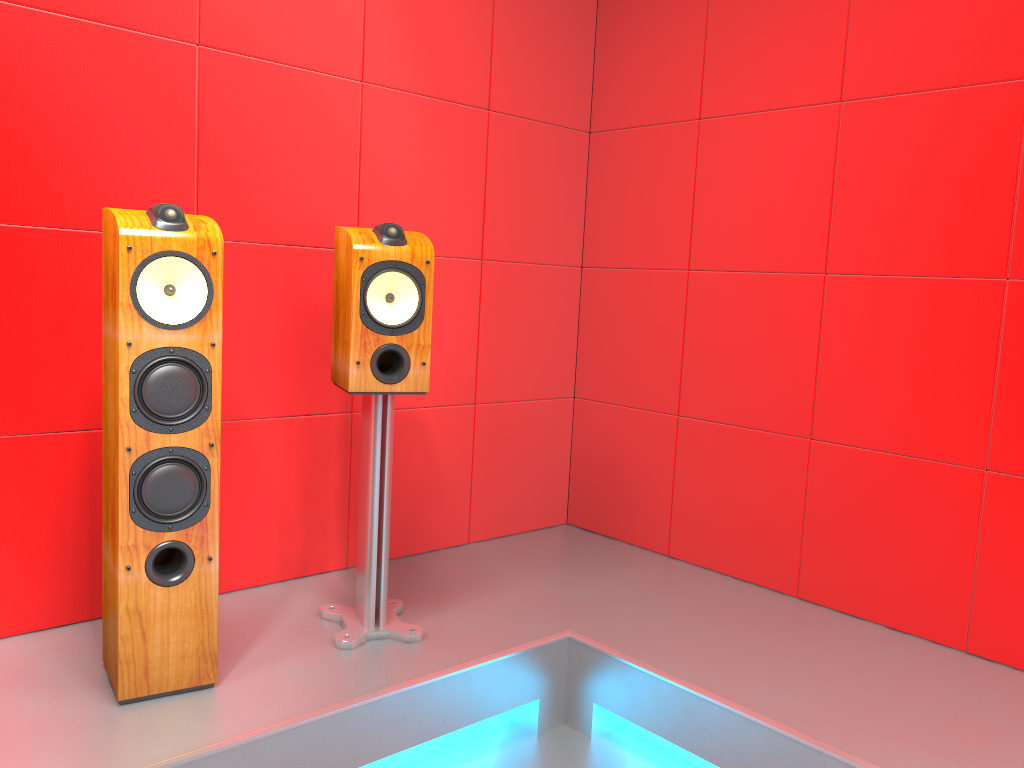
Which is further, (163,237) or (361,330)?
(361,330)

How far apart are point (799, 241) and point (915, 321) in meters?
0.4 m

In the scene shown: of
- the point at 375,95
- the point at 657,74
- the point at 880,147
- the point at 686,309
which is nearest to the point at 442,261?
the point at 375,95

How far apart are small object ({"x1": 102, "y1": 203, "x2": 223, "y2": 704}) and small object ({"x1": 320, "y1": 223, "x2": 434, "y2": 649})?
0.3 meters

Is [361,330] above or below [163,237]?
below

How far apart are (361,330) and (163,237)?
0.51m

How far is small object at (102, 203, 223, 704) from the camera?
1.8 meters

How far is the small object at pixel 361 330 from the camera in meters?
2.1 m

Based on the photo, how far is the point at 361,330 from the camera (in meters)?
2.14

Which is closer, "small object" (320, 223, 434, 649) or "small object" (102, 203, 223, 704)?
"small object" (102, 203, 223, 704)
